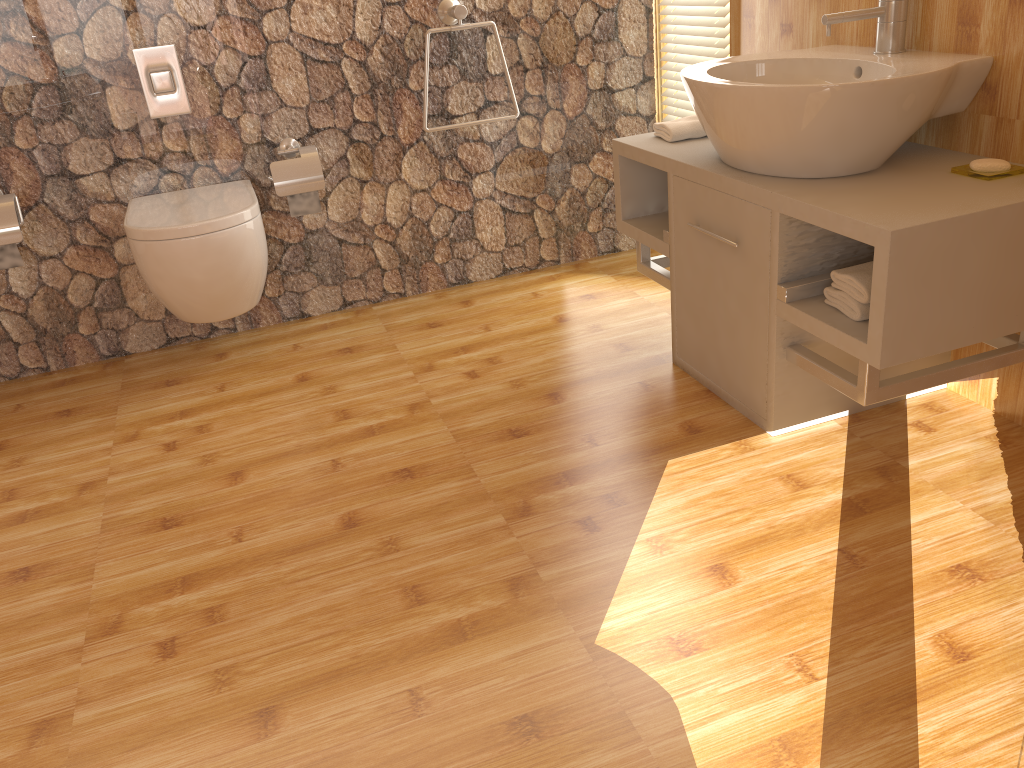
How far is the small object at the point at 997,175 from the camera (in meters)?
1.75

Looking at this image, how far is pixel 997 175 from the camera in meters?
1.7

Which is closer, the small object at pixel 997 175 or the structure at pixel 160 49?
the small object at pixel 997 175

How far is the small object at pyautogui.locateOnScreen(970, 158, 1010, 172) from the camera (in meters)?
1.77

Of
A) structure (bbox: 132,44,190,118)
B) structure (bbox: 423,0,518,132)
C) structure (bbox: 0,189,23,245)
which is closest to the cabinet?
structure (bbox: 423,0,518,132)

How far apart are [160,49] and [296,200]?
0.57m

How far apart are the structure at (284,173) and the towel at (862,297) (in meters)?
1.62

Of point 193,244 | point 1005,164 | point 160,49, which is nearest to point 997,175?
point 1005,164

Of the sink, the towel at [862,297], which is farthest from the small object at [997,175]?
the towel at [862,297]

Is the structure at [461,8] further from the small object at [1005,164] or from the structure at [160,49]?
the small object at [1005,164]
